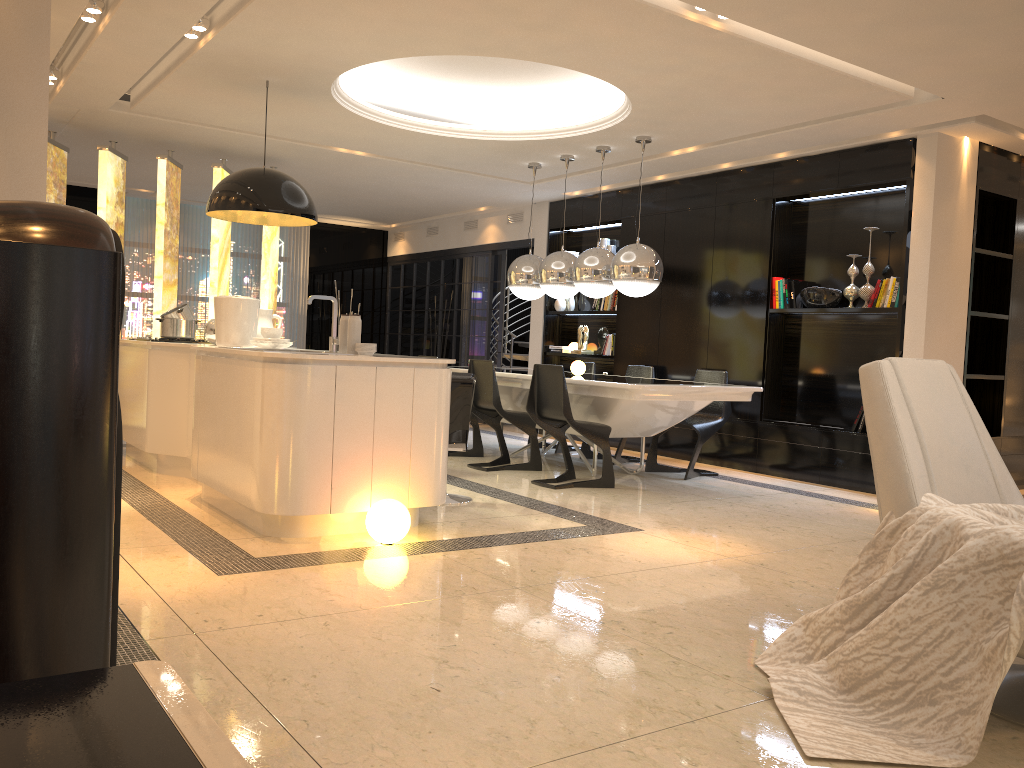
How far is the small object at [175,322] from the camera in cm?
652

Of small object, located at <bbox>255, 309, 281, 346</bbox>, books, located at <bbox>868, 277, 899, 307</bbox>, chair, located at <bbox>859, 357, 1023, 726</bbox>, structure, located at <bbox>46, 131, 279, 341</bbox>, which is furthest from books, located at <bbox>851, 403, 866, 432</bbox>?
structure, located at <bbox>46, 131, 279, 341</bbox>

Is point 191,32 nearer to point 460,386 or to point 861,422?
point 460,386

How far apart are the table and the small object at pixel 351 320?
2.01m

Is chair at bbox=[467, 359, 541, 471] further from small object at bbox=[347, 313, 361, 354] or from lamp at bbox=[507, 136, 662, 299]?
small object at bbox=[347, 313, 361, 354]

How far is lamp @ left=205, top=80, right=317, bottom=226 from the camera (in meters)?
5.48

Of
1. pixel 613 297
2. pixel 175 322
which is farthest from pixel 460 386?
pixel 613 297

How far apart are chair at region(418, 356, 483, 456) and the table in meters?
0.3 m

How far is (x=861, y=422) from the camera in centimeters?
672cm

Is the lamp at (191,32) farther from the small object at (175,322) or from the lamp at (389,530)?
the lamp at (389,530)
